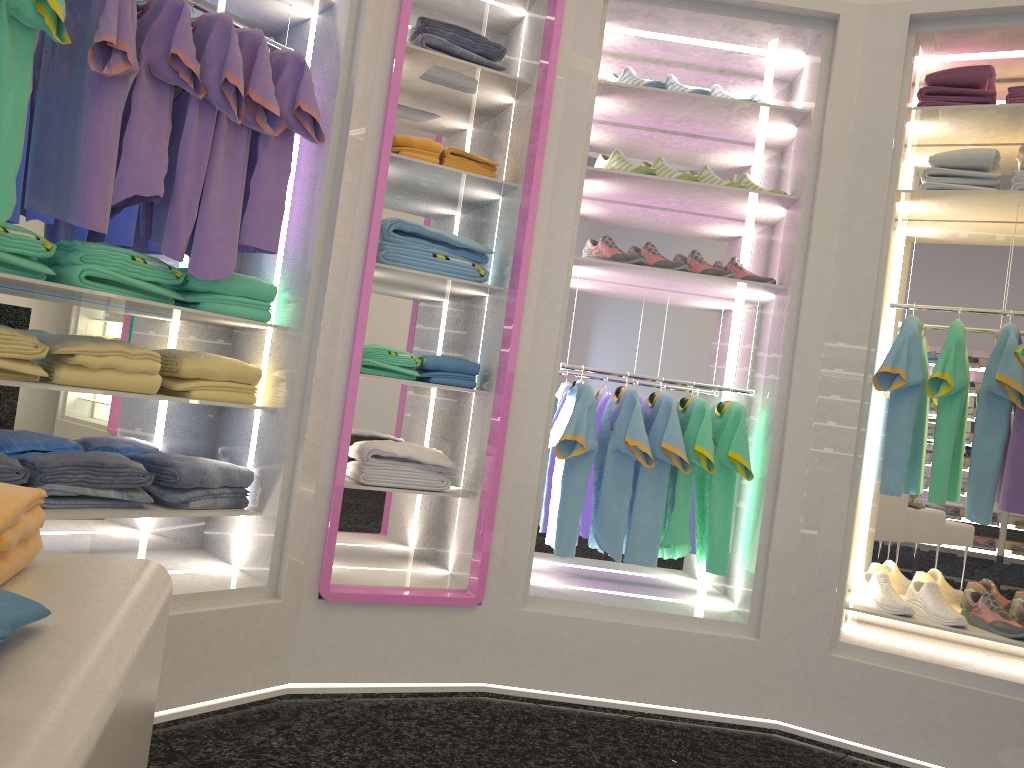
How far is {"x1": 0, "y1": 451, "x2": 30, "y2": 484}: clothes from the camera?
2.31m

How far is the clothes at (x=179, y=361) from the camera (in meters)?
2.69

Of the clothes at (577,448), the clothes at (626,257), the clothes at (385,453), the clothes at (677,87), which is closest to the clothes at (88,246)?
the clothes at (385,453)

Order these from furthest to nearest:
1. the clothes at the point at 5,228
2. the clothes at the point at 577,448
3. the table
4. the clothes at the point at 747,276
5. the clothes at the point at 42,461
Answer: the clothes at the point at 747,276 → the clothes at the point at 577,448 → the clothes at the point at 42,461 → the clothes at the point at 5,228 → the table

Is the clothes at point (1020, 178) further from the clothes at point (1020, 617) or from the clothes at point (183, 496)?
the clothes at point (183, 496)

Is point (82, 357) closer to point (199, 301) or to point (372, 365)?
point (199, 301)

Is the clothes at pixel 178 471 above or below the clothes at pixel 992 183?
below

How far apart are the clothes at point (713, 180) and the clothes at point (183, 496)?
2.0 meters

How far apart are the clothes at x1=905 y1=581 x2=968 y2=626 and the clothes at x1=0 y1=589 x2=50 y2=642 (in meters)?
3.05

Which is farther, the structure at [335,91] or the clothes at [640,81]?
the clothes at [640,81]
